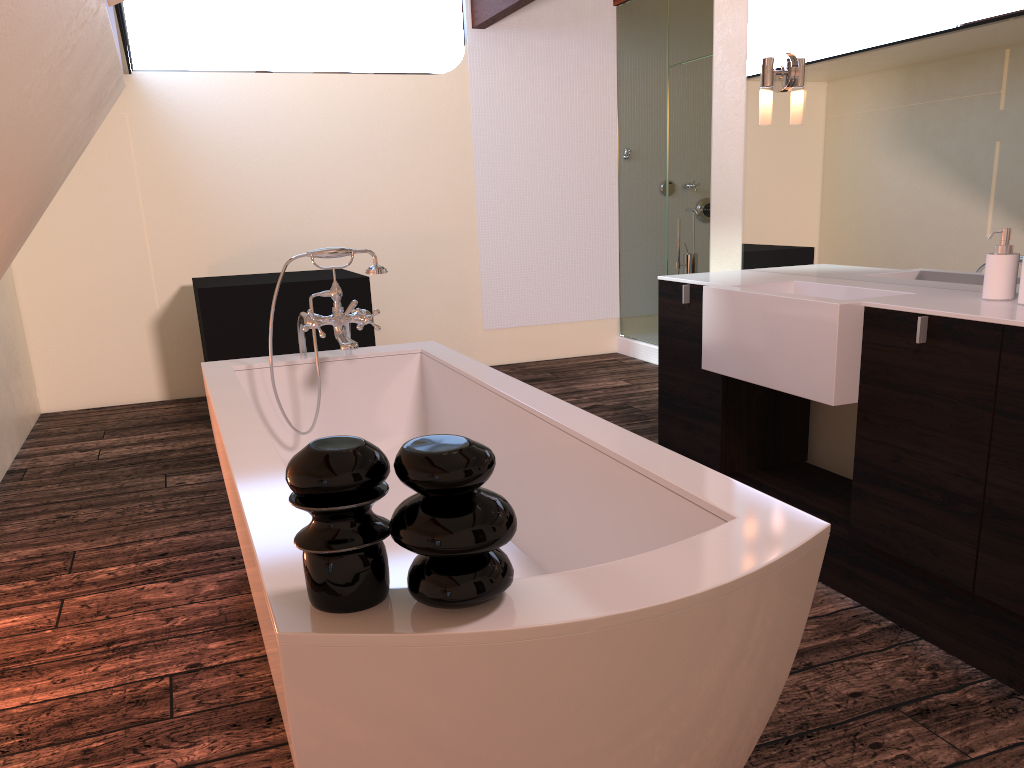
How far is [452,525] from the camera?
1.01m

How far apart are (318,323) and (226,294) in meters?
2.0

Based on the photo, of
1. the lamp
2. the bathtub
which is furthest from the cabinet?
the bathtub

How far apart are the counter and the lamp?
0.52m

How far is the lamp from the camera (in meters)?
2.96

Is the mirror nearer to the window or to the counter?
the counter

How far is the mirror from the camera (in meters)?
2.29

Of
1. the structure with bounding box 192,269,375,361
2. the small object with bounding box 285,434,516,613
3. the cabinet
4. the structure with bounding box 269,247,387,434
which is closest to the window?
the structure with bounding box 192,269,375,361

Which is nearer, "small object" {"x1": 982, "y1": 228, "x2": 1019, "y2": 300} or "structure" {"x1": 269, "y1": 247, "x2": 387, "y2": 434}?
"small object" {"x1": 982, "y1": 228, "x2": 1019, "y2": 300}

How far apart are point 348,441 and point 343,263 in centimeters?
487cm
